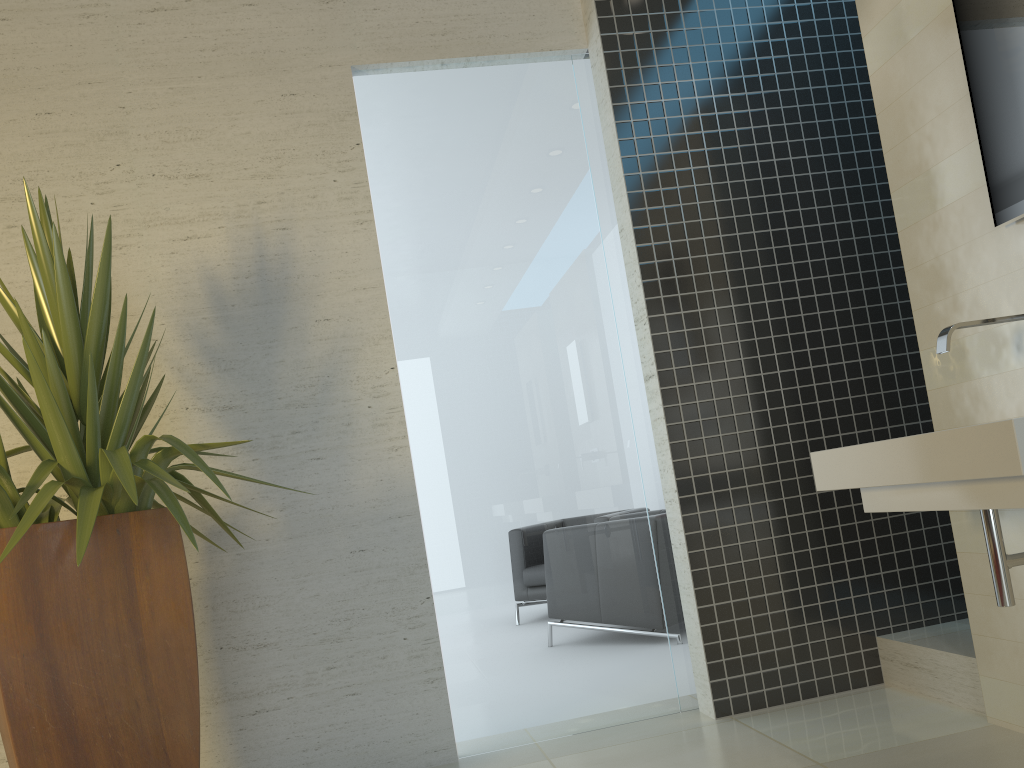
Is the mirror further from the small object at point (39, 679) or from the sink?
the small object at point (39, 679)

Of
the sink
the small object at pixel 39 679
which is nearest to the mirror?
the sink

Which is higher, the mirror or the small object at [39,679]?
the mirror

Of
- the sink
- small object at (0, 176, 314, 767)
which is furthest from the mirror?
small object at (0, 176, 314, 767)

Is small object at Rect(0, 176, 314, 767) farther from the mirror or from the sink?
the mirror

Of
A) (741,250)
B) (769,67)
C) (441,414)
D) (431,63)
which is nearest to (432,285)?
(441,414)

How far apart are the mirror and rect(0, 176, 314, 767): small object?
2.27m

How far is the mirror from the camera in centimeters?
239cm

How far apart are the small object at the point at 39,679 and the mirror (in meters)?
2.27

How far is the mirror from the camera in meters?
2.4
